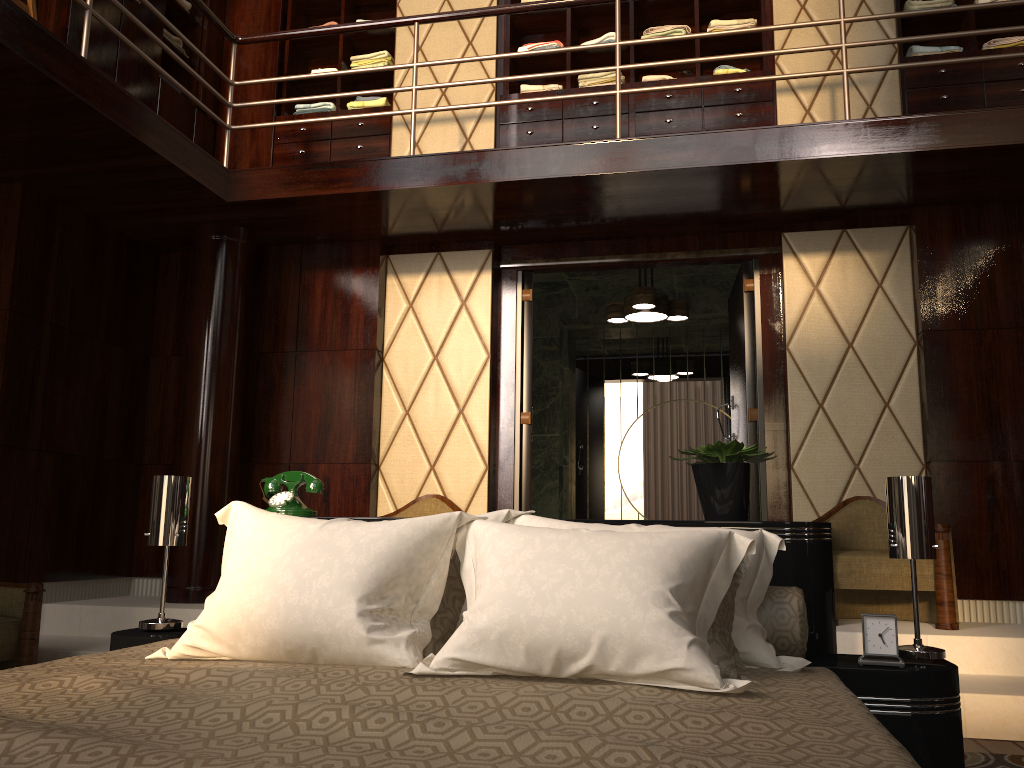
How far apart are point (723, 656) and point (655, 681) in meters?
0.2

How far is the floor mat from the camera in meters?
2.5 m

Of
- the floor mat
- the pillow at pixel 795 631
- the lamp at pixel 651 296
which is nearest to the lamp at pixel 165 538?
the pillow at pixel 795 631

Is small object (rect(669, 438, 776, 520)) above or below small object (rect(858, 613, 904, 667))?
above

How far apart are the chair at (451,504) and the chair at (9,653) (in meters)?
1.66

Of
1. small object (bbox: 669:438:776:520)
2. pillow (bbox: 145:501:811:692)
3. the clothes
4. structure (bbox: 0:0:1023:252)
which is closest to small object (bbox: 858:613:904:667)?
pillow (bbox: 145:501:811:692)

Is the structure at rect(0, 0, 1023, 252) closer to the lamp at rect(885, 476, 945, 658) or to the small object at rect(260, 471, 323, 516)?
the small object at rect(260, 471, 323, 516)

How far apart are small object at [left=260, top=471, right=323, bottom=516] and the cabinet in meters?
2.8

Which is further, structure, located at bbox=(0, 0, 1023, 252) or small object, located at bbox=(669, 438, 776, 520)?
structure, located at bbox=(0, 0, 1023, 252)

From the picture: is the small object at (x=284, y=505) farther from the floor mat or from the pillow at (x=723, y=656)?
the floor mat
